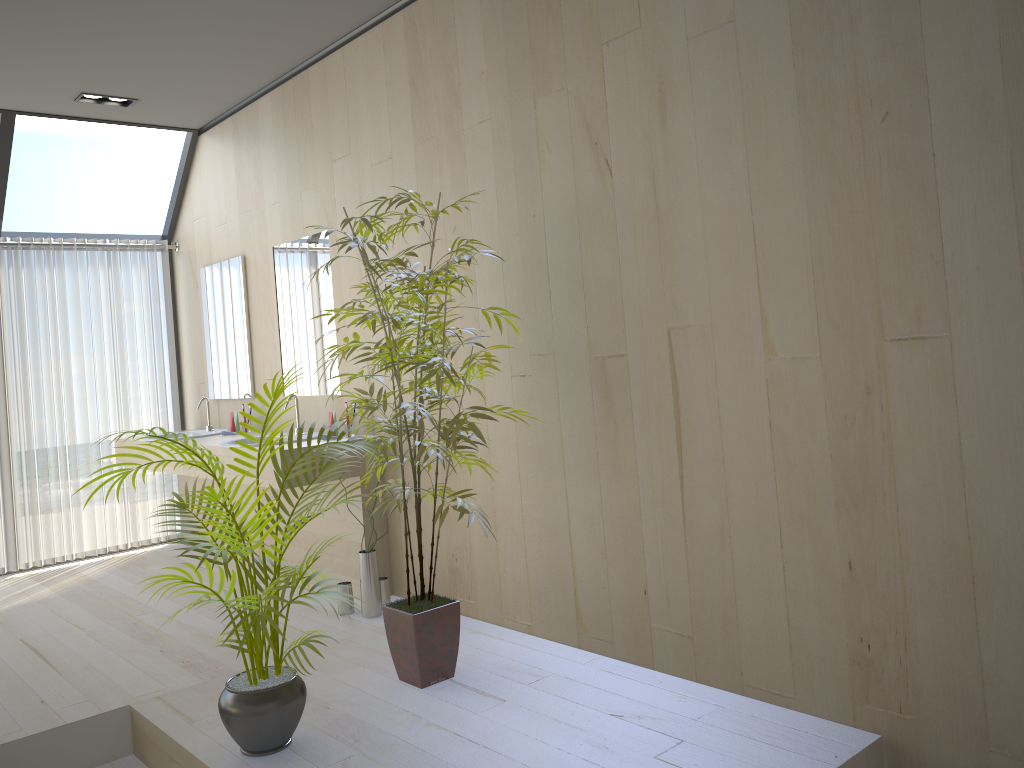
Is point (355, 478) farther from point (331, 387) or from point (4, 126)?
point (4, 126)

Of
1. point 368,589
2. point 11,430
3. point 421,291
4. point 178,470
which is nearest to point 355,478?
point 368,589

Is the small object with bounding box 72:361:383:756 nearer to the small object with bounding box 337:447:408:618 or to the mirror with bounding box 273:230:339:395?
the small object with bounding box 337:447:408:618

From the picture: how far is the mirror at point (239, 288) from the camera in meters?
5.4

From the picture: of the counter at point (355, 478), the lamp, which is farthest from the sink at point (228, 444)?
the lamp

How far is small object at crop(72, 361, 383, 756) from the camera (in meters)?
2.60

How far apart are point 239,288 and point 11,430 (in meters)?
1.72

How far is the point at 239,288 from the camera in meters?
5.4 m

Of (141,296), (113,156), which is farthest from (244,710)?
(113,156)

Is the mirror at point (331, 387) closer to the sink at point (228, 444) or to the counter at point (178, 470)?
the sink at point (228, 444)
